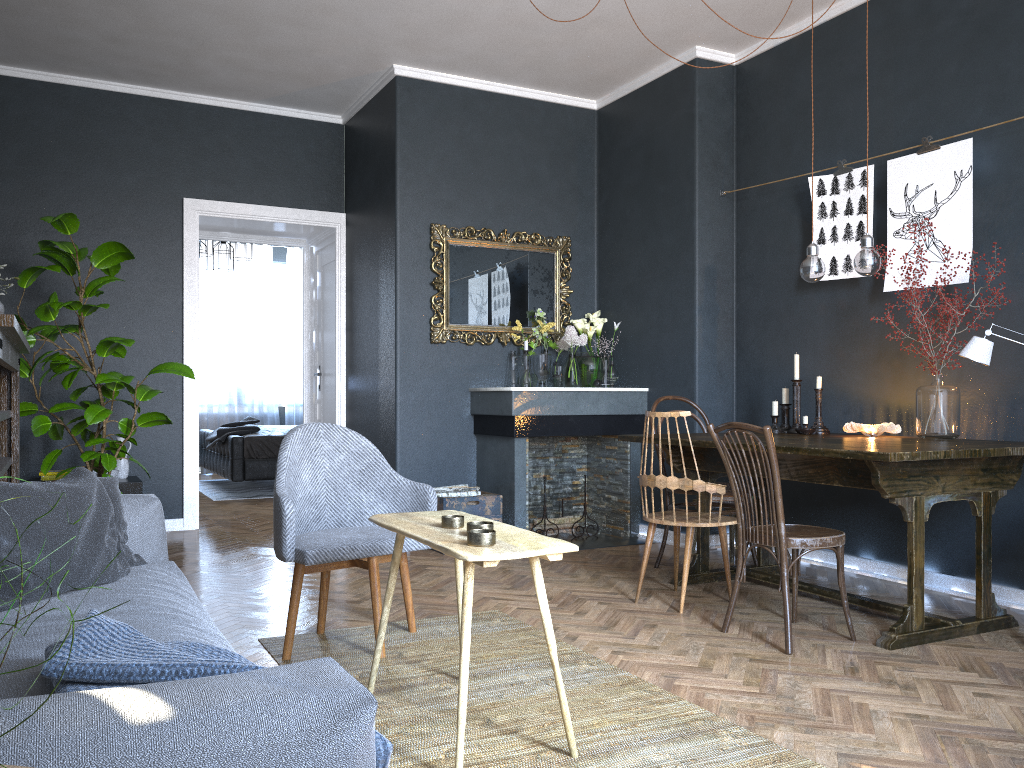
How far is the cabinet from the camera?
5.4m

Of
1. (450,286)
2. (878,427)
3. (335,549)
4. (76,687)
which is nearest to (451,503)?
(450,286)

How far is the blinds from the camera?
10.5m

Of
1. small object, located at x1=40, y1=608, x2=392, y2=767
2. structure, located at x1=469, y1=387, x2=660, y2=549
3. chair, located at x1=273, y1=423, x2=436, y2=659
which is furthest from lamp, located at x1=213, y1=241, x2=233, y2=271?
small object, located at x1=40, y1=608, x2=392, y2=767

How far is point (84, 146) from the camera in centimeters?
584cm

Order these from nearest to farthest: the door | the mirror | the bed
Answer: the mirror, the door, the bed

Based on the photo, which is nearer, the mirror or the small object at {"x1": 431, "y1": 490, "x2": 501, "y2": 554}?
the small object at {"x1": 431, "y1": 490, "x2": 501, "y2": 554}

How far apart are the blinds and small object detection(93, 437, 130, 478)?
4.9 meters

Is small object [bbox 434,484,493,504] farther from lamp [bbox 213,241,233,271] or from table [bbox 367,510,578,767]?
lamp [bbox 213,241,233,271]

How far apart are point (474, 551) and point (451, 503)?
3.1 meters
